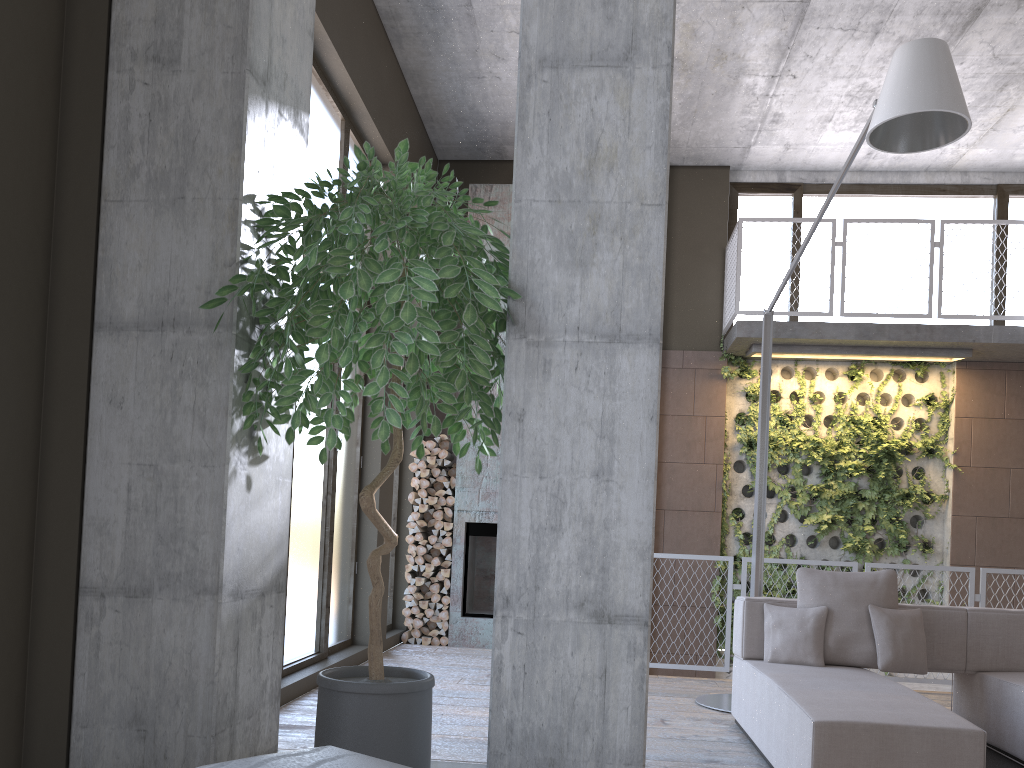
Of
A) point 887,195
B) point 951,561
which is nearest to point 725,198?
point 887,195

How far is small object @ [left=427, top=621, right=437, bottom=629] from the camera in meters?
8.4 m

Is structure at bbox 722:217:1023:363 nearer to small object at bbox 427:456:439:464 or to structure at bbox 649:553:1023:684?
structure at bbox 649:553:1023:684

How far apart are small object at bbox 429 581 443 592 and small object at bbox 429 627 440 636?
0.4 meters

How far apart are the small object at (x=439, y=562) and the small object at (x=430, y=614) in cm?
45

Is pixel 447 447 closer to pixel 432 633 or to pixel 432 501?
pixel 432 501

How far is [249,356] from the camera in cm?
231

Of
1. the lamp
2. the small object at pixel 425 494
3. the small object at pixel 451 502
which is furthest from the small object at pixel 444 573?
the lamp

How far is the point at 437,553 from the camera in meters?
8.5

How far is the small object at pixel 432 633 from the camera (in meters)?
8.31
